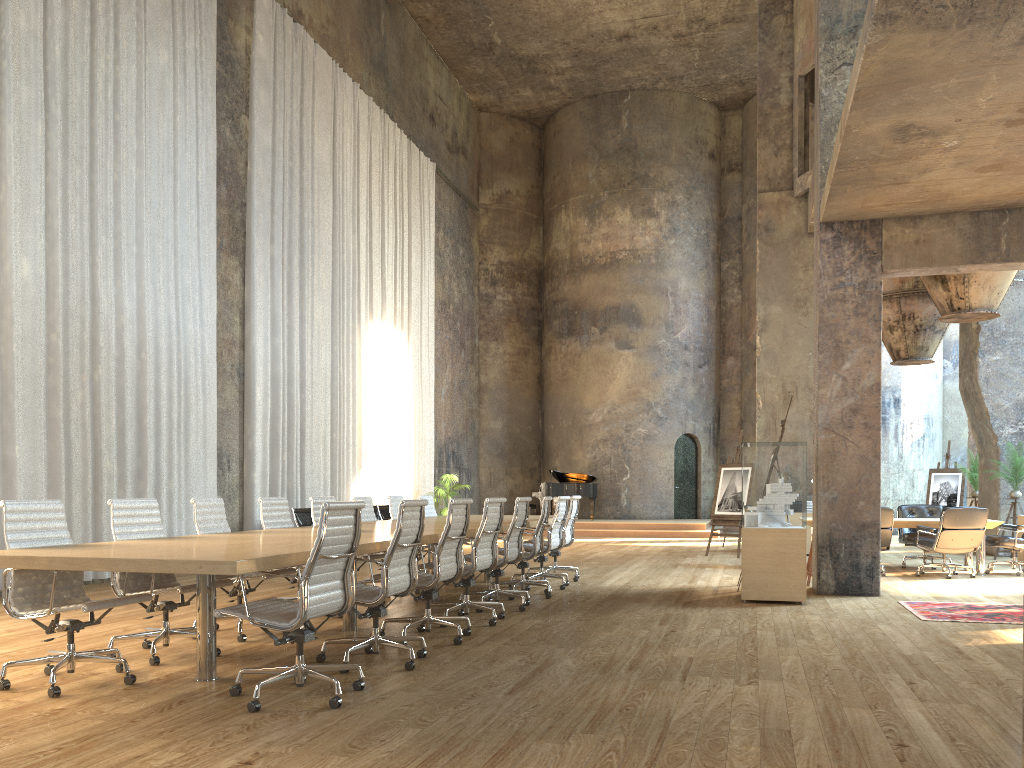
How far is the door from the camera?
23.3 meters

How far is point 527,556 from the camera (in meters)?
8.57

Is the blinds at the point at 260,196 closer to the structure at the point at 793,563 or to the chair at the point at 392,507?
the chair at the point at 392,507

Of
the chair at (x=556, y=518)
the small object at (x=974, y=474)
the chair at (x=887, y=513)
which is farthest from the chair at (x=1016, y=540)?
the chair at (x=556, y=518)

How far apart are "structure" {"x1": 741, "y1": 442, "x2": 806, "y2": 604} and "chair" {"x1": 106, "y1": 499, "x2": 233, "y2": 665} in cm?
480

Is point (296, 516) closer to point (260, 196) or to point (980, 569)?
point (260, 196)

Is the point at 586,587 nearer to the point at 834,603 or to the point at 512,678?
the point at 834,603

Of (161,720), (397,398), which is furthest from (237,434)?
(161,720)

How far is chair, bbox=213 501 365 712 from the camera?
4.2m

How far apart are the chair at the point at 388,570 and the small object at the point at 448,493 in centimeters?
1332cm
